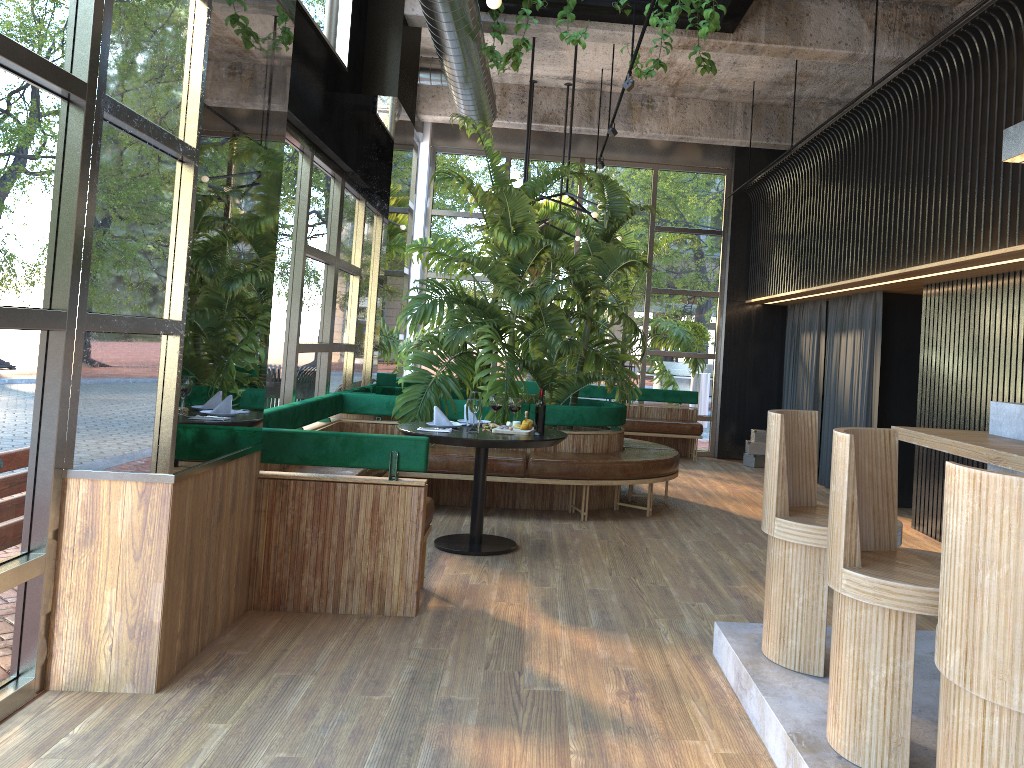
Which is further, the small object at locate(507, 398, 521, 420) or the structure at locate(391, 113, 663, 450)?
the structure at locate(391, 113, 663, 450)

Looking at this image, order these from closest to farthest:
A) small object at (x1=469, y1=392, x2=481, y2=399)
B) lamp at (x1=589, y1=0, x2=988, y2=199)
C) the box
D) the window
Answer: the window → small object at (x1=469, y1=392, x2=481, y2=399) → lamp at (x1=589, y1=0, x2=988, y2=199) → the box

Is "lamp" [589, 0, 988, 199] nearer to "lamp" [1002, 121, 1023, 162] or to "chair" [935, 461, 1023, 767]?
"lamp" [1002, 121, 1023, 162]

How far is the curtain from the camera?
8.4 meters

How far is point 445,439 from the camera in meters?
5.3 m

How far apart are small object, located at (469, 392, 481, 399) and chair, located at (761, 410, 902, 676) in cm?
249

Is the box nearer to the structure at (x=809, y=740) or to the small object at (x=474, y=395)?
the small object at (x=474, y=395)

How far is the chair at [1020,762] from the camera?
1.90m

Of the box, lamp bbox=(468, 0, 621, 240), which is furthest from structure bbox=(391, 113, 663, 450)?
the box

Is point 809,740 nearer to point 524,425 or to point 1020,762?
Answer: point 1020,762
